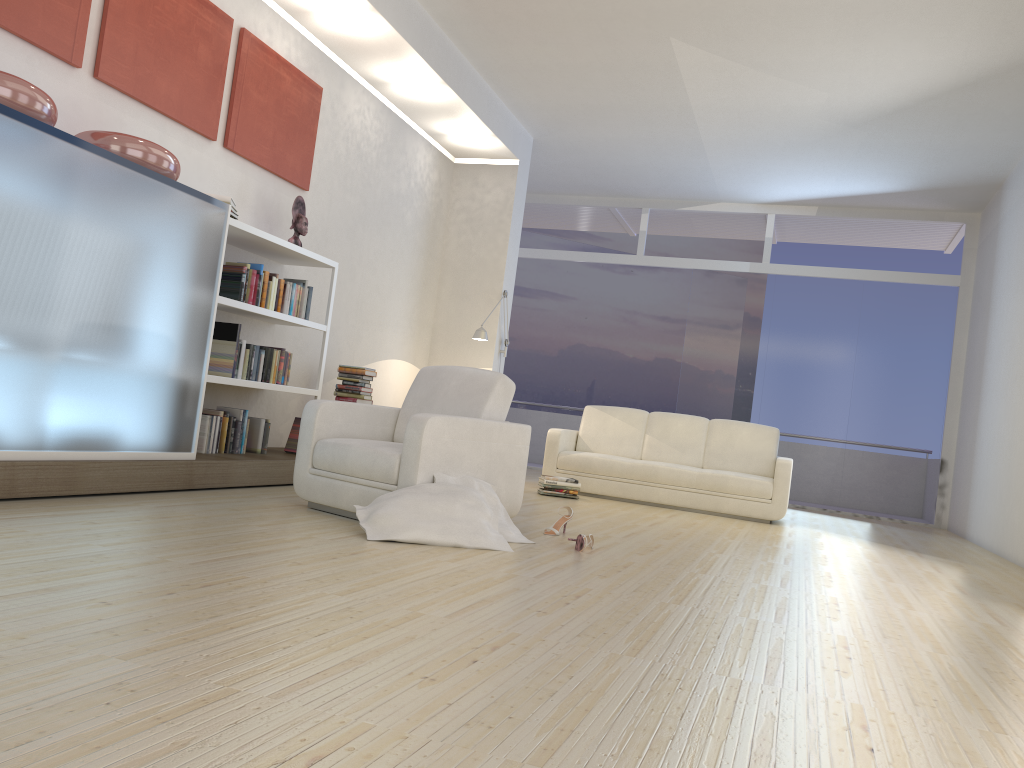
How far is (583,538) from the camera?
4.3 meters

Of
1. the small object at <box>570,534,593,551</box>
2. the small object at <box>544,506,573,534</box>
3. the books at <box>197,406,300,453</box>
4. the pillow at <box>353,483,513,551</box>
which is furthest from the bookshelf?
the small object at <box>570,534,593,551</box>

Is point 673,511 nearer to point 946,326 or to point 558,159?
point 558,159

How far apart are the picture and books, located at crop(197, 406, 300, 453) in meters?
1.7

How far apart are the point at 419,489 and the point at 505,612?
1.4m

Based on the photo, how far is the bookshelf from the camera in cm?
535

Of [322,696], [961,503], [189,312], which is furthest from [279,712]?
[961,503]

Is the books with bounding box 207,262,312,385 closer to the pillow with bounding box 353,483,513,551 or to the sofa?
the pillow with bounding box 353,483,513,551

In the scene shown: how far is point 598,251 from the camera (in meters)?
16.50

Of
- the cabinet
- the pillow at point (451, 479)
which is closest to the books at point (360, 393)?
the cabinet
